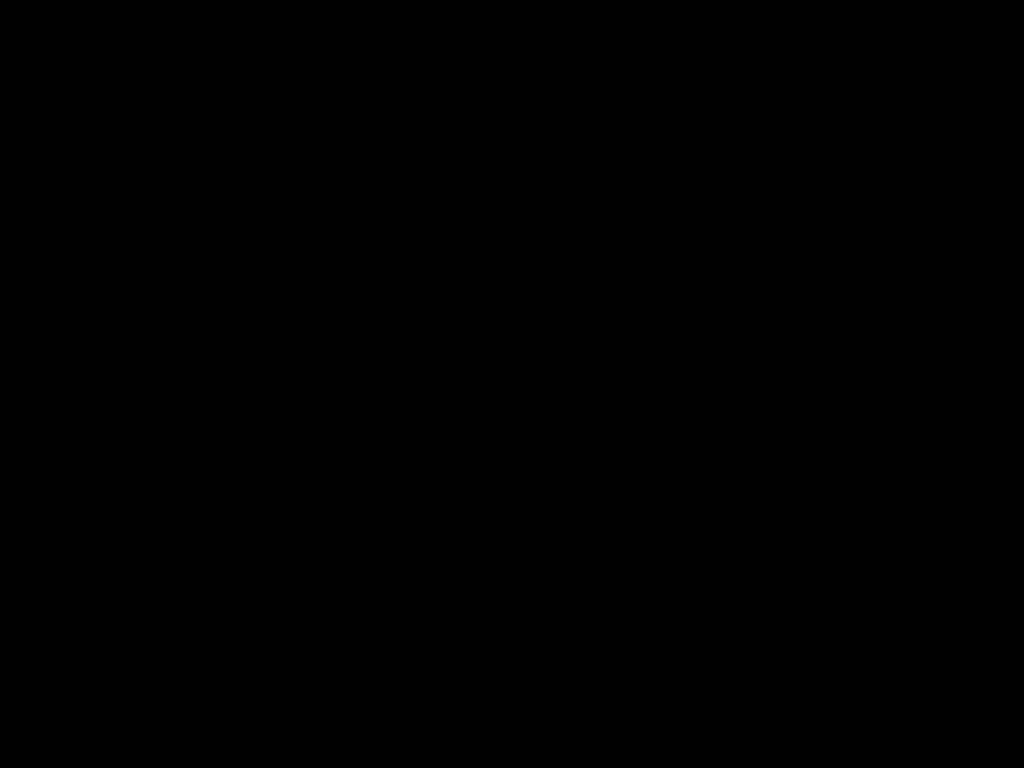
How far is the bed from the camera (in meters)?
0.41

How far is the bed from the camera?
0.4 meters

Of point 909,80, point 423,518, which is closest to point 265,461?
point 423,518

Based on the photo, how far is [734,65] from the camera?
0.4m
